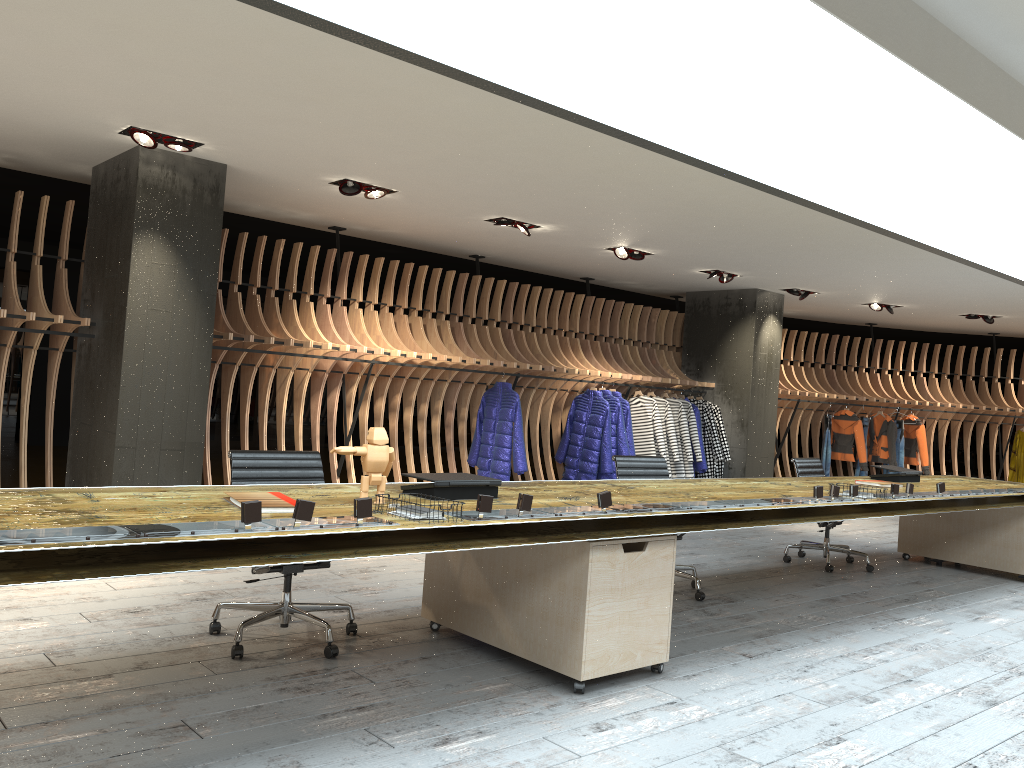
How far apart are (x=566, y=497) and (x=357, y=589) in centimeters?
174cm

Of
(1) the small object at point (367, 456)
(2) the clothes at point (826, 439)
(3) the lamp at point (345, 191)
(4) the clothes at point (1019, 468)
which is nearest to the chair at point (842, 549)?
(3) the lamp at point (345, 191)

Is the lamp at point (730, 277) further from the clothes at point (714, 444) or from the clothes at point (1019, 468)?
the clothes at point (1019, 468)

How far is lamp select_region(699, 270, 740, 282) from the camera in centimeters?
1020cm

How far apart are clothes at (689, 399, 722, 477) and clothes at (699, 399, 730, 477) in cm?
15

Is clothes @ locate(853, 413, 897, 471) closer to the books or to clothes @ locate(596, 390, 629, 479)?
clothes @ locate(596, 390, 629, 479)

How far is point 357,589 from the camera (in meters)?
5.26

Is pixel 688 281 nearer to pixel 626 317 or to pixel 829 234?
pixel 626 317

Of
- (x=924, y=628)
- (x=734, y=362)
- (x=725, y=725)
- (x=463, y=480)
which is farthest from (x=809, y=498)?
(x=734, y=362)

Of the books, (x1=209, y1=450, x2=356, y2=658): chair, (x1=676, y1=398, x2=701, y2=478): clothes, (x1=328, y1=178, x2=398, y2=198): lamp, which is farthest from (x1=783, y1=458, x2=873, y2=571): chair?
the books
